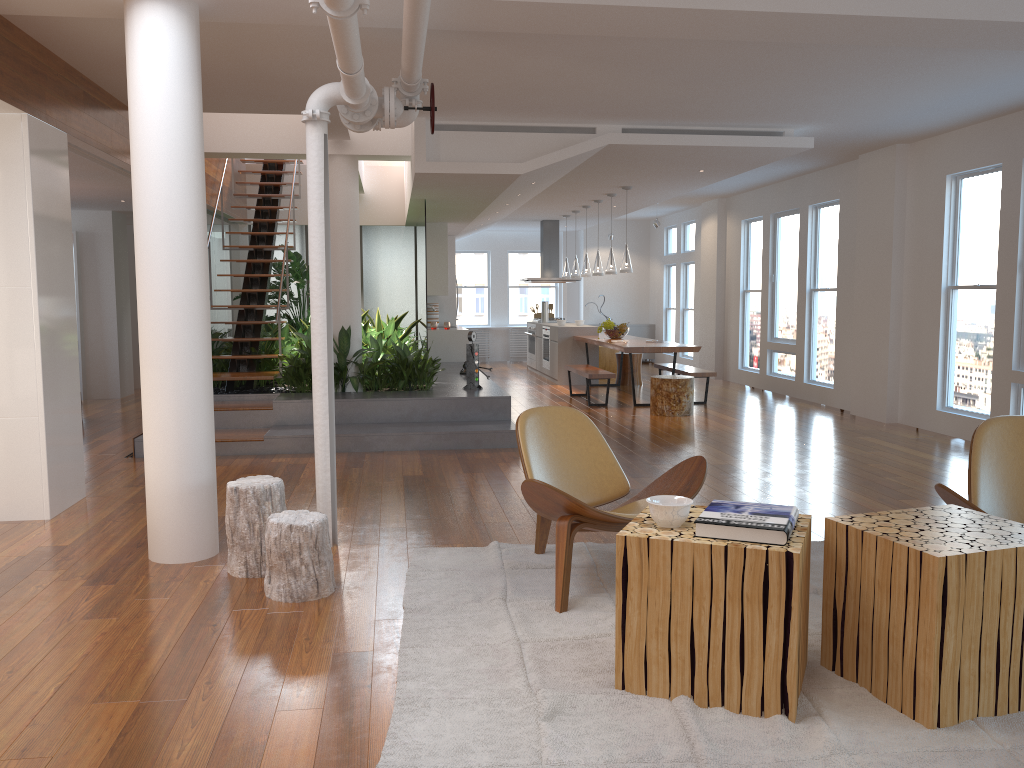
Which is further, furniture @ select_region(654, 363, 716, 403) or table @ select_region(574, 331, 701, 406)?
furniture @ select_region(654, 363, 716, 403)

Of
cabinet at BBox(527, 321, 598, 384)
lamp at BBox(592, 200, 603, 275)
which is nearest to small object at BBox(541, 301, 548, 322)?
cabinet at BBox(527, 321, 598, 384)

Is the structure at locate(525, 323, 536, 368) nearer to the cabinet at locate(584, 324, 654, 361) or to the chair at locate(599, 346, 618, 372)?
the chair at locate(599, 346, 618, 372)

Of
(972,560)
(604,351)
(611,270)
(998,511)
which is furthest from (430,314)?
(972,560)

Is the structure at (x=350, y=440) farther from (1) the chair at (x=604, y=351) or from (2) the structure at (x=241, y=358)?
(1) the chair at (x=604, y=351)

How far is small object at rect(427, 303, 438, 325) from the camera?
13.82m

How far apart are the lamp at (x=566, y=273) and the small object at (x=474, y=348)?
5.6m

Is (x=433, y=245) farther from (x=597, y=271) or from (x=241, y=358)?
(x=241, y=358)

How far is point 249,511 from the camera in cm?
400

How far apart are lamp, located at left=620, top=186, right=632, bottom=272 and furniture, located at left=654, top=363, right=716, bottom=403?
1.4m
